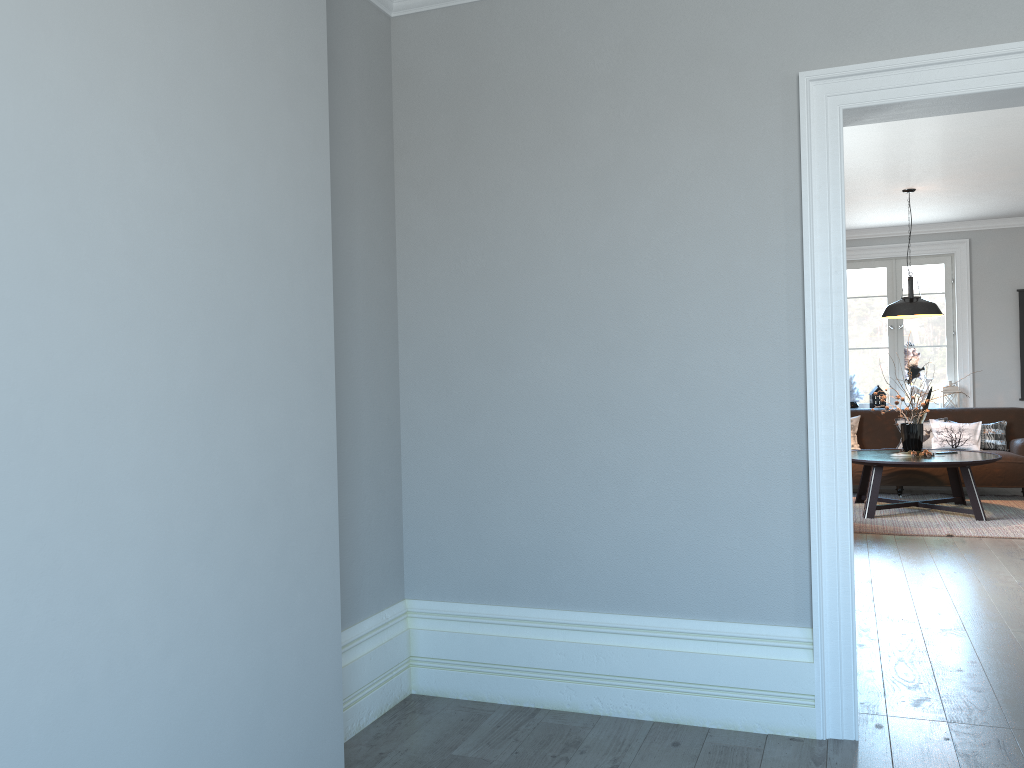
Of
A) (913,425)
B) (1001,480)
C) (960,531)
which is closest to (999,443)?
(1001,480)

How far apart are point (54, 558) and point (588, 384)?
1.98m

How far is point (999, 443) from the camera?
8.42m

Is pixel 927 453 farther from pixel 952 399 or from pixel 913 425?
pixel 952 399

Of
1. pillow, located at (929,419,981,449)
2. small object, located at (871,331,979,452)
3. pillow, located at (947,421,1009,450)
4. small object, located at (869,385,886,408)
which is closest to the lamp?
small object, located at (871,331,979,452)

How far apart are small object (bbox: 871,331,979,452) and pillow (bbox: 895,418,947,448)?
1.2 meters

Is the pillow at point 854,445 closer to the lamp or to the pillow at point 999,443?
the pillow at point 999,443

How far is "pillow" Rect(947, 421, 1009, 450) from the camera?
8.43m

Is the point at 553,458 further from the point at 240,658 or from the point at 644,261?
the point at 240,658

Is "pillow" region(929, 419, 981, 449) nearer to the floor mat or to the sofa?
the sofa
